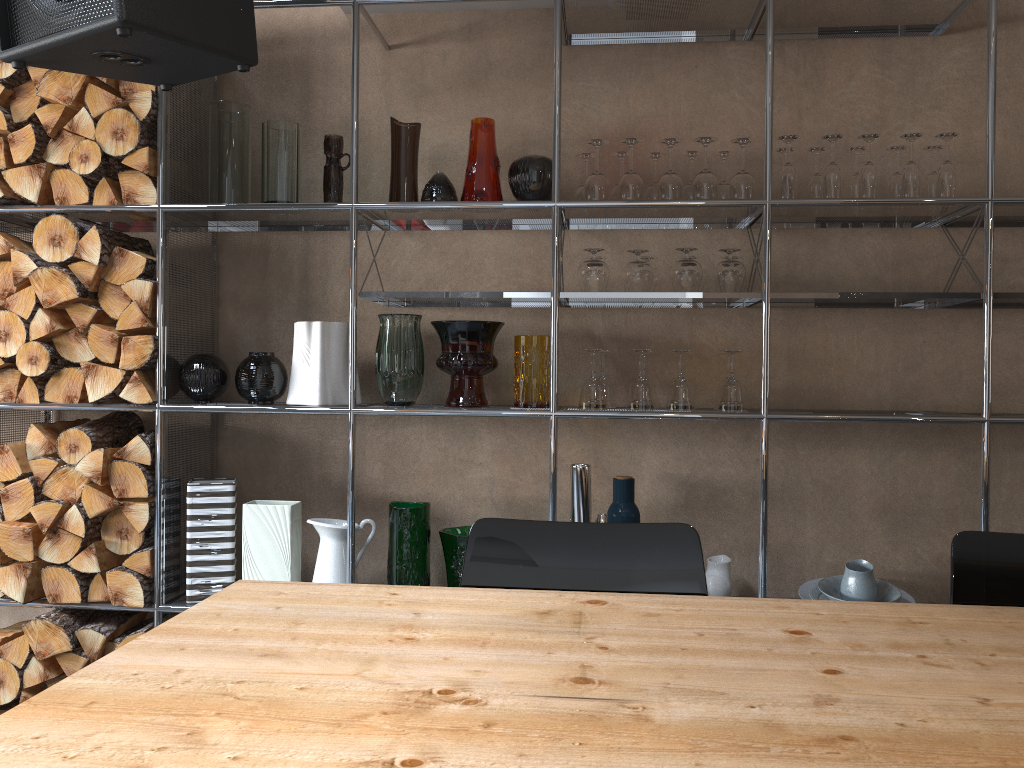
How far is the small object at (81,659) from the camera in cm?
253

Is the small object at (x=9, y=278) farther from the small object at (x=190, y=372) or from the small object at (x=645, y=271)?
the small object at (x=645, y=271)

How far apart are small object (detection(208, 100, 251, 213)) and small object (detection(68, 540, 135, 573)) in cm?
104

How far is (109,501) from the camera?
2.5m

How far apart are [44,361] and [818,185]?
2.3 meters

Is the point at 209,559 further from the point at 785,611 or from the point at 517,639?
the point at 785,611

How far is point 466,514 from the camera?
2.8m

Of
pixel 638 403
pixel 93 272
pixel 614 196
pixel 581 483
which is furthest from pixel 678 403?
pixel 93 272

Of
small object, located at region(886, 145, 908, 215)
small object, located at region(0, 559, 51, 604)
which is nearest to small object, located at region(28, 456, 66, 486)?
small object, located at region(0, 559, 51, 604)

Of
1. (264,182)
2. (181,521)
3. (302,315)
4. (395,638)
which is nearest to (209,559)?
(181,521)
